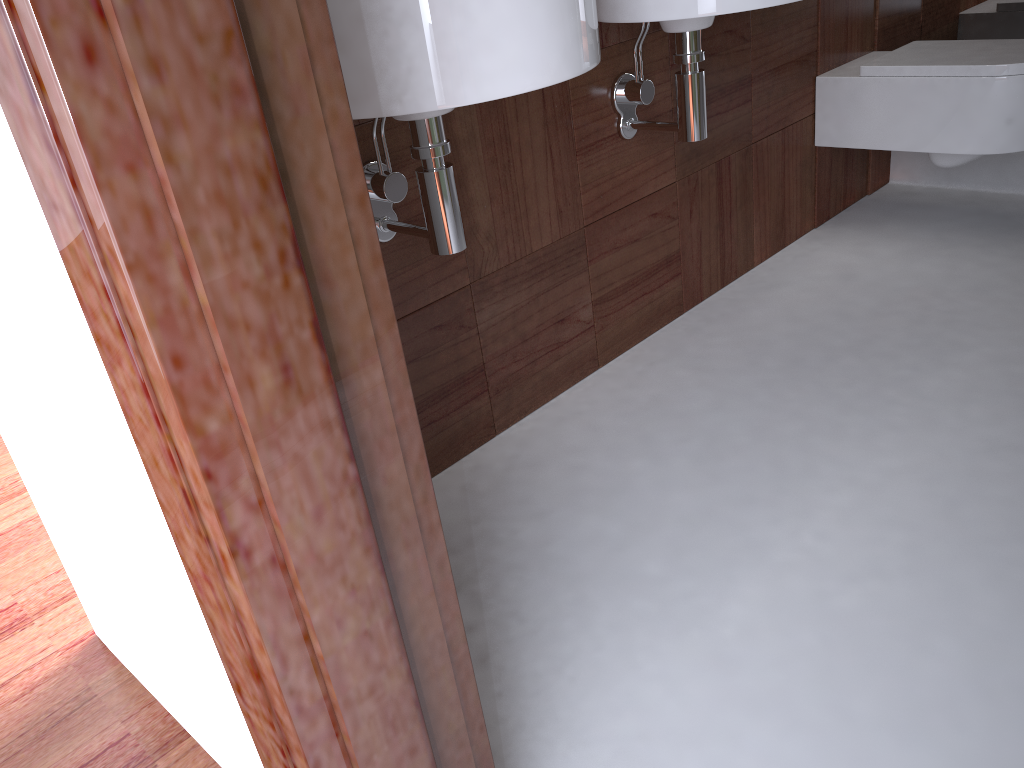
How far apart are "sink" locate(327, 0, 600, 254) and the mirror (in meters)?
1.96

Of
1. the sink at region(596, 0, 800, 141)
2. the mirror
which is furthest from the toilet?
the sink at region(596, 0, 800, 141)

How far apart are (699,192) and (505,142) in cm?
64

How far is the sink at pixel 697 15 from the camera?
1.36m

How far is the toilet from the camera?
2.0 meters

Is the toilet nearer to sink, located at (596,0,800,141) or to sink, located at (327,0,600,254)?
sink, located at (596,0,800,141)

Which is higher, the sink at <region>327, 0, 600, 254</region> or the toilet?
the sink at <region>327, 0, 600, 254</region>

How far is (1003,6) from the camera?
2.5 meters

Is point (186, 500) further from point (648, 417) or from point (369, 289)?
point (648, 417)

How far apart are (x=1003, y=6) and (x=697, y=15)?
1.61m
